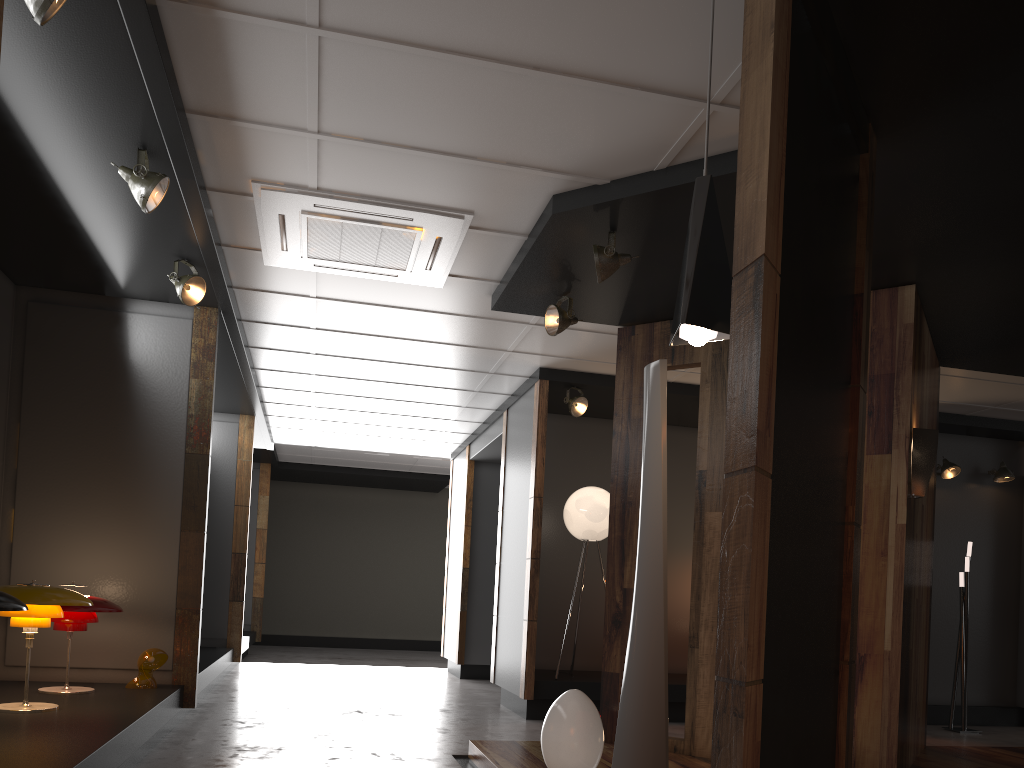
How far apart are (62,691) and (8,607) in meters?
1.9 m

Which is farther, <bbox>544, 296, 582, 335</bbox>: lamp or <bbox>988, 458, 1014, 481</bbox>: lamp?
<bbox>988, 458, 1014, 481</bbox>: lamp

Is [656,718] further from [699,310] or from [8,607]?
[8,607]

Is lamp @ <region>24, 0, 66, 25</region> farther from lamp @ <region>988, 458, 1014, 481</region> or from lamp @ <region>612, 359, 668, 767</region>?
lamp @ <region>988, 458, 1014, 481</region>

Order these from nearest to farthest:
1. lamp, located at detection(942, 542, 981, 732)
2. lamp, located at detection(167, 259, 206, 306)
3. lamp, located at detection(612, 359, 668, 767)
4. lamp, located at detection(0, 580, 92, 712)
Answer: lamp, located at detection(612, 359, 668, 767), lamp, located at detection(0, 580, 92, 712), lamp, located at detection(167, 259, 206, 306), lamp, located at detection(942, 542, 981, 732)

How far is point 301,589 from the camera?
14.92m

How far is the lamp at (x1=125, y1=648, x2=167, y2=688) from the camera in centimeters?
525cm

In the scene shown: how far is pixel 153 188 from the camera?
3.9 meters

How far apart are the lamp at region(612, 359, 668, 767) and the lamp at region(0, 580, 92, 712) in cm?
279

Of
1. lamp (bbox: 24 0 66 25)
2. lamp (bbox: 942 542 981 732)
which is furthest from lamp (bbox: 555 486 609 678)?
lamp (bbox: 24 0 66 25)
